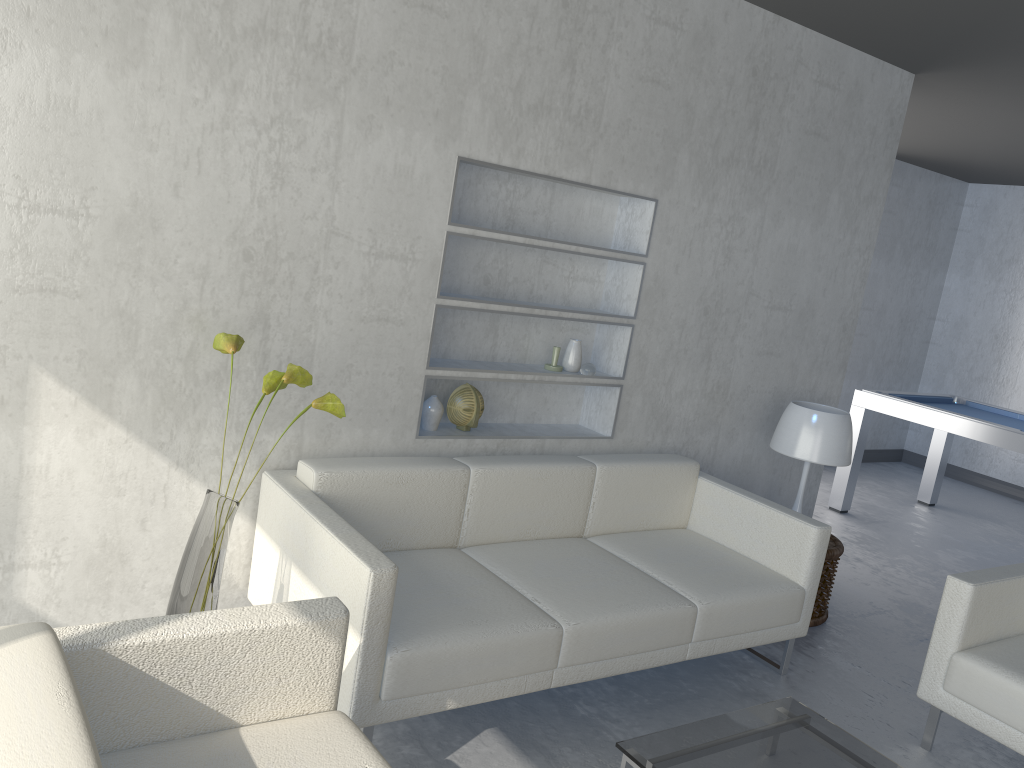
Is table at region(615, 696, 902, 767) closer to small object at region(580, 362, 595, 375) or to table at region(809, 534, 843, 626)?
table at region(809, 534, 843, 626)

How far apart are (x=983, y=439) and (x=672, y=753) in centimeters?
365cm

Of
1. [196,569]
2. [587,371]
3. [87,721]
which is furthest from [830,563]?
[87,721]

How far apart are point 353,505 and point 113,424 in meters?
0.7 m

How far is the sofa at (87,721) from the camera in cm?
131

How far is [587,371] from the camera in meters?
3.6 m

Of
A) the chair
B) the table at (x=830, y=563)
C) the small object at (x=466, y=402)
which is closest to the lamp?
the table at (x=830, y=563)

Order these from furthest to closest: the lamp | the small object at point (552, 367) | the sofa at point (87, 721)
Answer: the lamp → the small object at point (552, 367) → the sofa at point (87, 721)

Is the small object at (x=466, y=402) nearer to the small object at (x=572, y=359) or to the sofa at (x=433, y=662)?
the sofa at (x=433, y=662)

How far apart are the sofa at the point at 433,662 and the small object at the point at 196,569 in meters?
0.2
